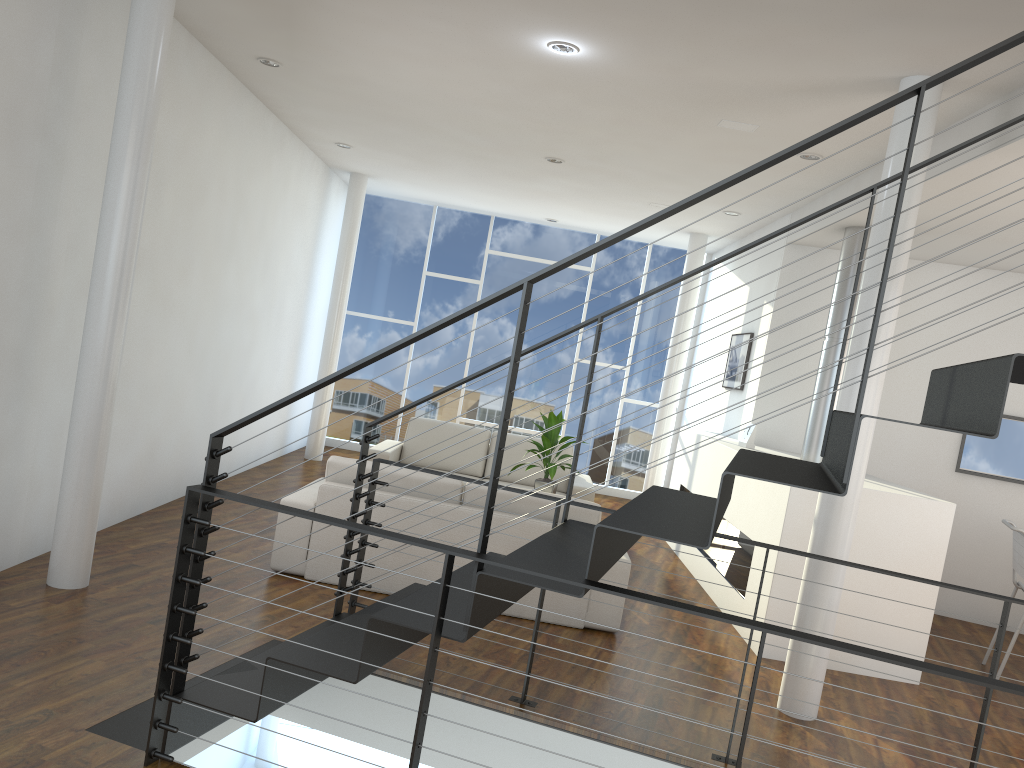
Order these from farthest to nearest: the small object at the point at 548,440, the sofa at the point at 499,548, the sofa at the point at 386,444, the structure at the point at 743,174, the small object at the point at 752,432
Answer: the sofa at the point at 386,444 → the small object at the point at 752,432 → the small object at the point at 548,440 → the sofa at the point at 499,548 → the structure at the point at 743,174

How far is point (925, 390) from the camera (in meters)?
5.65

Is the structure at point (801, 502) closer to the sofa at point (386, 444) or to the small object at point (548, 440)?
the sofa at point (386, 444)

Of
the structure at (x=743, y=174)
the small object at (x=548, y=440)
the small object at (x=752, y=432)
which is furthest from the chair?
the small object at (x=548, y=440)

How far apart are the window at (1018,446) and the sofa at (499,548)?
2.8 meters

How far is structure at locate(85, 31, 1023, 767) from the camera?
1.8m

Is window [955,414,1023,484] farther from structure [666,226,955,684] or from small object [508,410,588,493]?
small object [508,410,588,493]

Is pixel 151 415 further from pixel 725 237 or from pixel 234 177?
pixel 725 237

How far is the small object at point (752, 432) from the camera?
5.4 meters

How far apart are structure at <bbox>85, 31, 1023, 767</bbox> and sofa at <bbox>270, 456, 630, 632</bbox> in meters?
0.8 m
